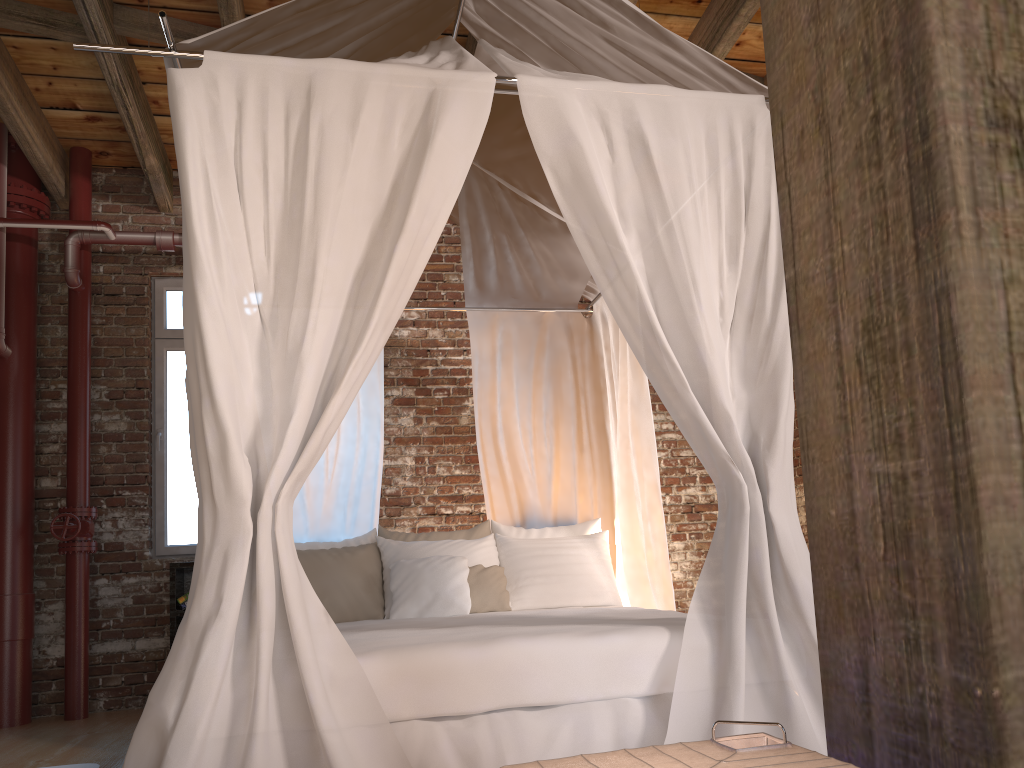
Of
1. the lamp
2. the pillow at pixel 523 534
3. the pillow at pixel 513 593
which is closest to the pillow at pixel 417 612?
the pillow at pixel 513 593

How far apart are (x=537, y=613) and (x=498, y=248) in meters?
1.8

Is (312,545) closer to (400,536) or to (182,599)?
(400,536)

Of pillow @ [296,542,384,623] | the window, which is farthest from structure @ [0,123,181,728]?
pillow @ [296,542,384,623]

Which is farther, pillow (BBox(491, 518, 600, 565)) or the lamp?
pillow (BBox(491, 518, 600, 565))

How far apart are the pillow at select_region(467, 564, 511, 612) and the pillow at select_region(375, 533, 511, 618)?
0.1m

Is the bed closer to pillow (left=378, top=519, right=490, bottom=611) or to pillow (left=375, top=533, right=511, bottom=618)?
pillow (left=378, top=519, right=490, bottom=611)

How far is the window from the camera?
5.5m

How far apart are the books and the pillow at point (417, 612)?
1.7m

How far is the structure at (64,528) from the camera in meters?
4.9
